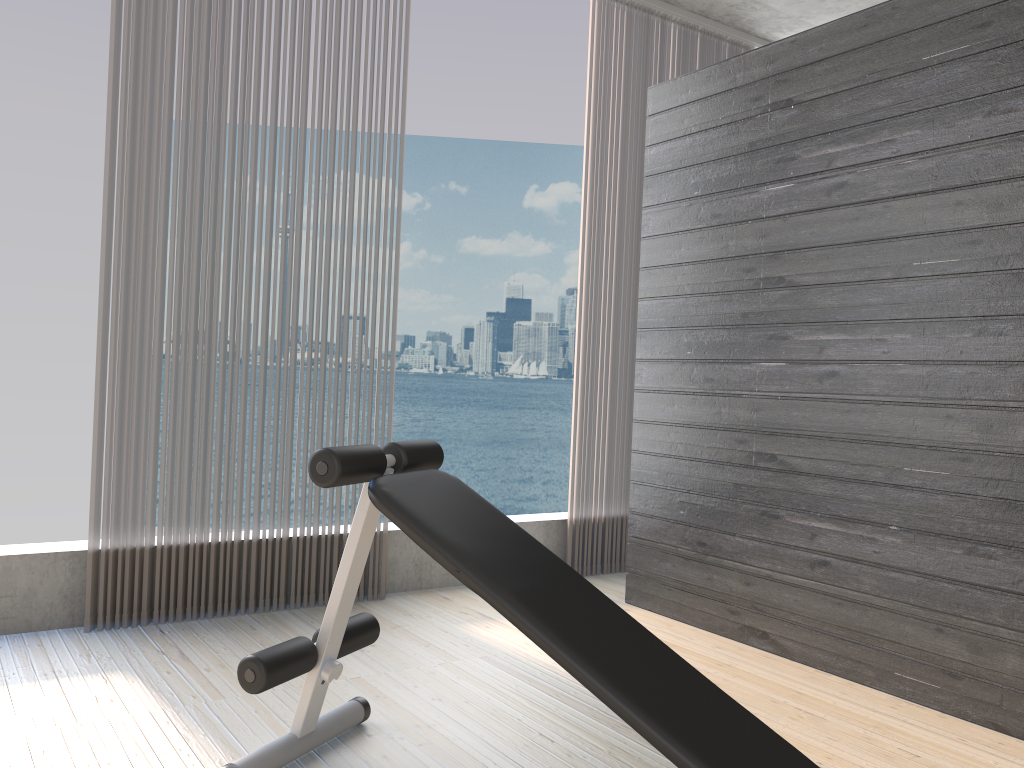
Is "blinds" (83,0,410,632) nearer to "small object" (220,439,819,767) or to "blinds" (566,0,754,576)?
"small object" (220,439,819,767)

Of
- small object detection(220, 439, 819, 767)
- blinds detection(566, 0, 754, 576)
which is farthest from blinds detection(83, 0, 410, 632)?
blinds detection(566, 0, 754, 576)

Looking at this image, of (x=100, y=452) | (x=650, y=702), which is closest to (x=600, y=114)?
(x=100, y=452)

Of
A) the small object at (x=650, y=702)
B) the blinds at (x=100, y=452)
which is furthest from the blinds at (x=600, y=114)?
the small object at (x=650, y=702)

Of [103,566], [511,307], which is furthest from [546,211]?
[103,566]

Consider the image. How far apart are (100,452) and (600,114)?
2.6m

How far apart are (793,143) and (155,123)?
2.20m

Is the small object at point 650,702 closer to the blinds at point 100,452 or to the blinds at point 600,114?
the blinds at point 100,452

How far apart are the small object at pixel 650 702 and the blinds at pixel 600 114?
1.94m

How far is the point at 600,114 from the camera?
4.13m
